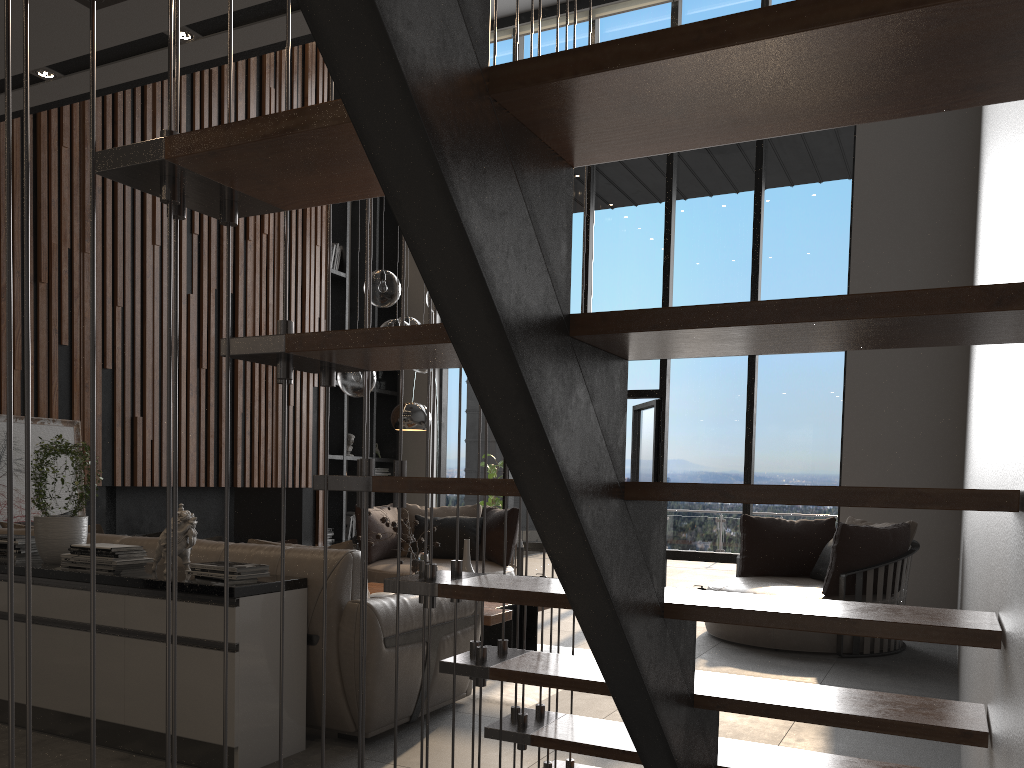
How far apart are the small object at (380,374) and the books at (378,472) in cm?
93

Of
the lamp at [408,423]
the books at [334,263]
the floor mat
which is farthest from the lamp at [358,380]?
the books at [334,263]

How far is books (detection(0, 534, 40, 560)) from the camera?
3.8m

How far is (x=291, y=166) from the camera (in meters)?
1.24

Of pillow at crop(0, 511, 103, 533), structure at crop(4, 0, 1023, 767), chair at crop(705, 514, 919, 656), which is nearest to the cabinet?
pillow at crop(0, 511, 103, 533)

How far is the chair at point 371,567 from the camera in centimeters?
701cm

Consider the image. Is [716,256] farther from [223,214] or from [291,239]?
[223,214]

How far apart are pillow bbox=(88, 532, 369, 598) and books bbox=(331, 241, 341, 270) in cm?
553

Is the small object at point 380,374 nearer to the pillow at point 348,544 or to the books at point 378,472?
the books at point 378,472

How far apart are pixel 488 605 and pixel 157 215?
4.0 meters
